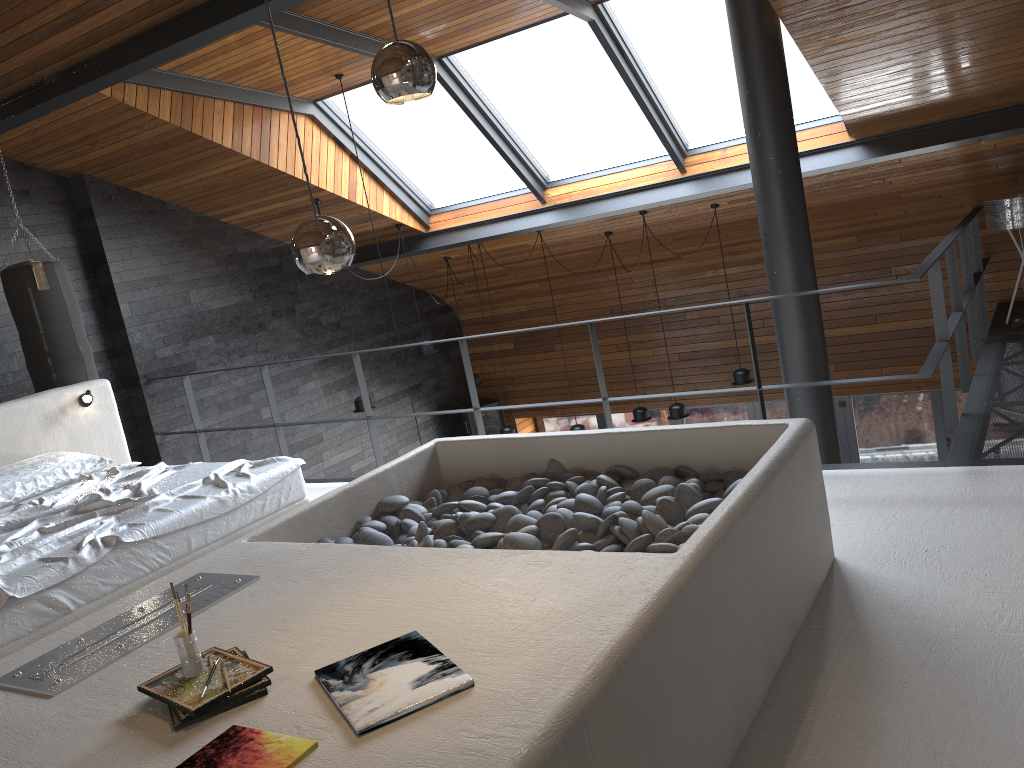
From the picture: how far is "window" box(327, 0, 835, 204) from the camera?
6.2 meters

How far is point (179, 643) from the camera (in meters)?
2.11

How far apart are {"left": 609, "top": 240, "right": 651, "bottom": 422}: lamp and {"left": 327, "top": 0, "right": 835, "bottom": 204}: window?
2.5 meters

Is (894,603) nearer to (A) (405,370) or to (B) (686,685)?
(B) (686,685)

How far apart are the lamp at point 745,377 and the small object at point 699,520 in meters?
4.3

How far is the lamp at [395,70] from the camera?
1.91m

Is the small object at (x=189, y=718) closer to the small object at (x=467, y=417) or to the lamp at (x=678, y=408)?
the lamp at (x=678, y=408)

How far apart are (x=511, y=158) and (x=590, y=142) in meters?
0.7

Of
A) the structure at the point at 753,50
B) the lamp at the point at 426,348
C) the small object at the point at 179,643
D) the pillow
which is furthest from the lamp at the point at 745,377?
the small object at the point at 179,643

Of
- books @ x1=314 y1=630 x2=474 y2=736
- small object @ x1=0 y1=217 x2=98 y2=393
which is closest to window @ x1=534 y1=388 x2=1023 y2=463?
small object @ x1=0 y1=217 x2=98 y2=393
